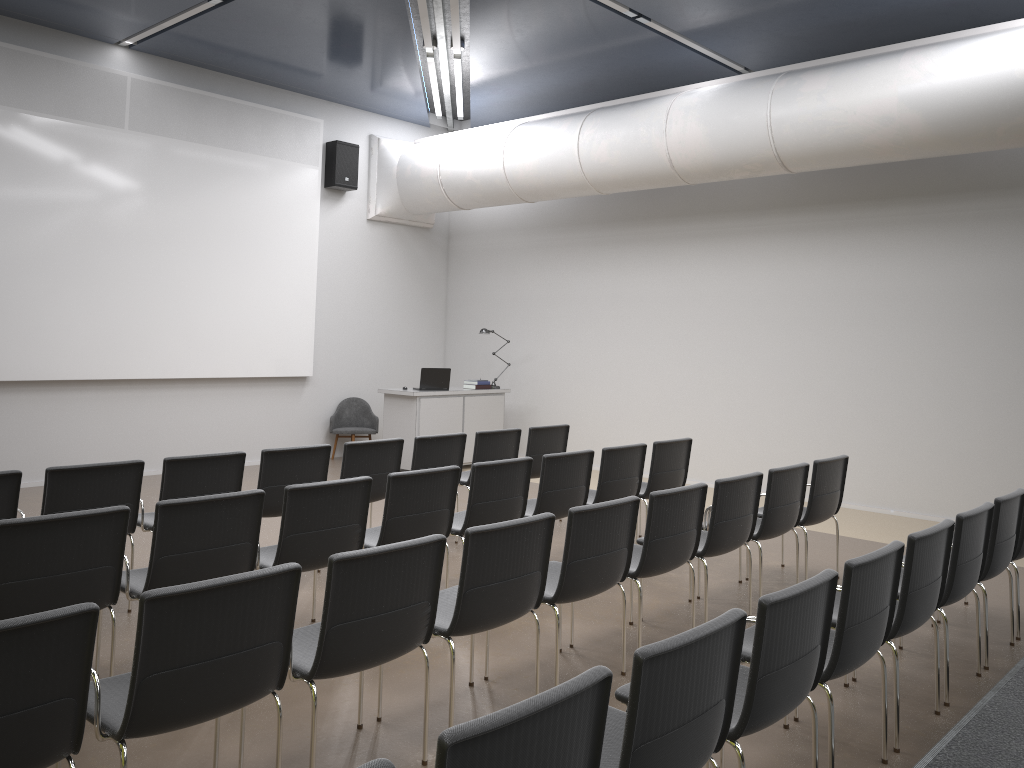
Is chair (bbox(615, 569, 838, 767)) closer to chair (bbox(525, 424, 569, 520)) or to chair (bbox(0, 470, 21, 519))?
chair (bbox(0, 470, 21, 519))

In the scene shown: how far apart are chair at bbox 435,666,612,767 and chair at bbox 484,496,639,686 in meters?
2.0

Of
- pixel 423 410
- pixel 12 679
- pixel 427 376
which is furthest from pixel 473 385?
pixel 12 679

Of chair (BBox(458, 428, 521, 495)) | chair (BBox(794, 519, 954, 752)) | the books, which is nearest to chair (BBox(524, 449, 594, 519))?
chair (BBox(458, 428, 521, 495))

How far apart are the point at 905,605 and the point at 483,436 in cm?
418

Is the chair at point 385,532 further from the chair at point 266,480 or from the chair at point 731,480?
the chair at point 731,480

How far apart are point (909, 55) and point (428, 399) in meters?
6.3

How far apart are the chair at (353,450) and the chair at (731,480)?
2.1m

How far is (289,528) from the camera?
4.6m

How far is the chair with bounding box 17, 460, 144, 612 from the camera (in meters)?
4.95
